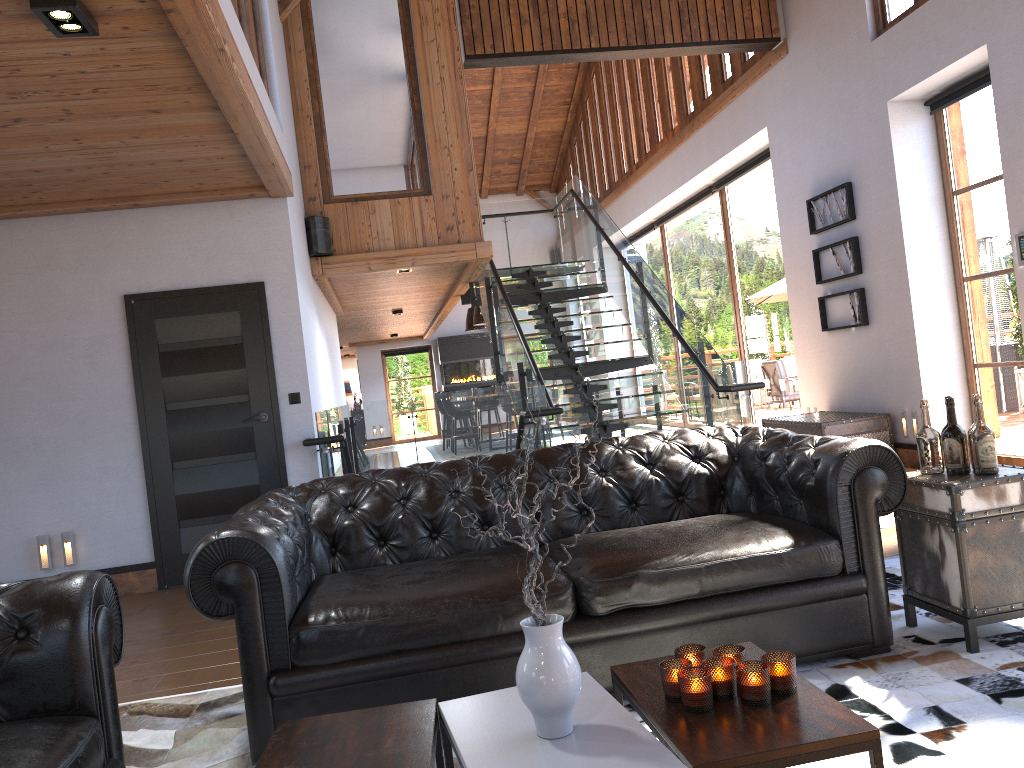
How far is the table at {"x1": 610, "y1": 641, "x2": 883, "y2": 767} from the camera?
1.77m

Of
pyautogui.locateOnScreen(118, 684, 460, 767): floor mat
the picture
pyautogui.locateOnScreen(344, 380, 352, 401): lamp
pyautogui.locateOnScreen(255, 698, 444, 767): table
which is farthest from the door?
pyautogui.locateOnScreen(344, 380, 352, 401): lamp

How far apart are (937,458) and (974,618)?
0.6 meters

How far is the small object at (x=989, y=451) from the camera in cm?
317

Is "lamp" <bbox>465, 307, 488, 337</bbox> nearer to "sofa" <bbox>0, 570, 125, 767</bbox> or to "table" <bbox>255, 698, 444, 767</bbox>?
"sofa" <bbox>0, 570, 125, 767</bbox>

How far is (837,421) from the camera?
7.6m

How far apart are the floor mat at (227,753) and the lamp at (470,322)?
13.2m

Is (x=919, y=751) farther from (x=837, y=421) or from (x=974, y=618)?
(x=837, y=421)

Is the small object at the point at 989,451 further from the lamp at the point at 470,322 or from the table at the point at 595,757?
the lamp at the point at 470,322

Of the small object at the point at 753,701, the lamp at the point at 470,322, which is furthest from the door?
the lamp at the point at 470,322
